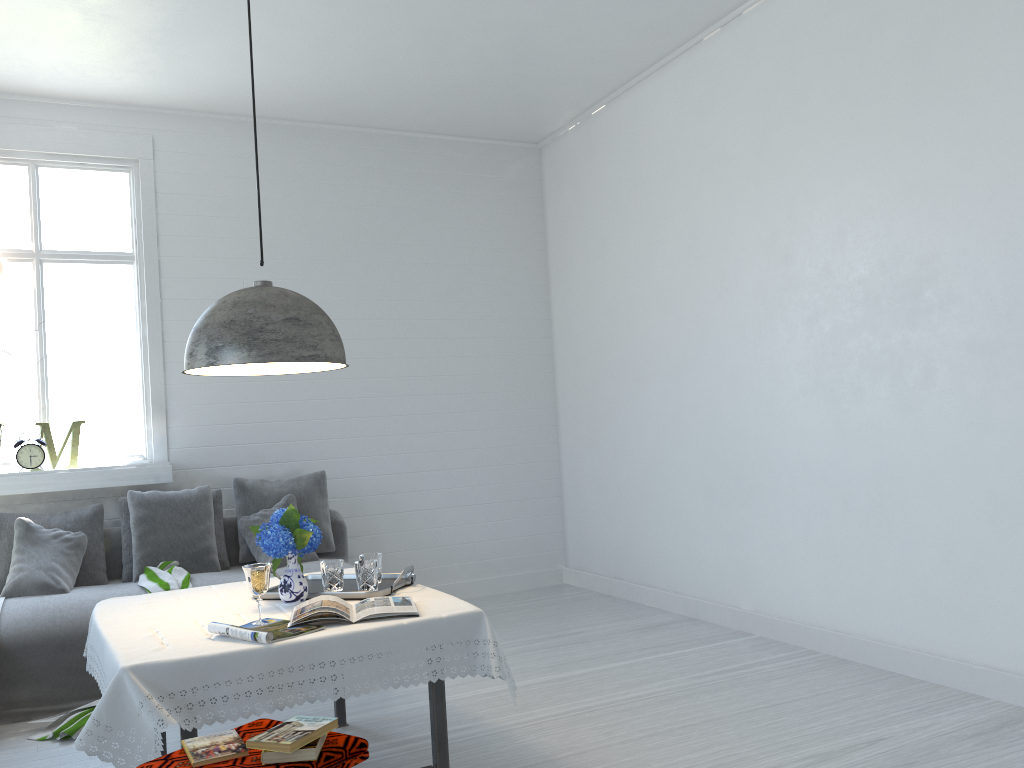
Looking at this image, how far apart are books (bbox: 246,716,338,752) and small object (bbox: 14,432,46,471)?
4.1m

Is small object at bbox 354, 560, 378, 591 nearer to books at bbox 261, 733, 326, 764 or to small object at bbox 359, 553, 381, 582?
small object at bbox 359, 553, 381, 582

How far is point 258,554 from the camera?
5.6 meters

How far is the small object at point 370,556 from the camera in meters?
3.5 m

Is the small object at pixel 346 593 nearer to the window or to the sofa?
the sofa

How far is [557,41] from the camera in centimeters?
551cm

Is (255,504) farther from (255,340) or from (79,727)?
(255,340)

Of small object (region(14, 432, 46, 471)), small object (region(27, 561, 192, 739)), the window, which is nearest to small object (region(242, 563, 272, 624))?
small object (region(27, 561, 192, 739))

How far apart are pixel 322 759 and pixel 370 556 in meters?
1.4 m

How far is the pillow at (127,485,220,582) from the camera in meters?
5.4 m
